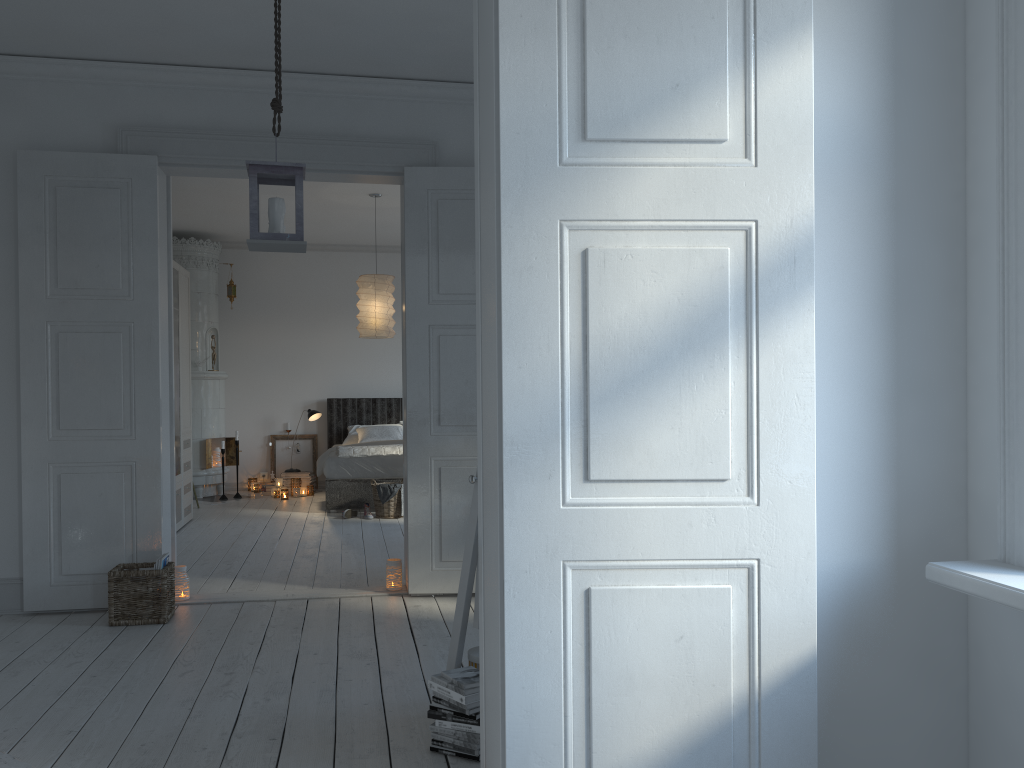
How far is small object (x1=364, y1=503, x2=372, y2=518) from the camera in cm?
779

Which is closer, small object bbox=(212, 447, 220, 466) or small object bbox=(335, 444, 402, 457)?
small object bbox=(335, 444, 402, 457)

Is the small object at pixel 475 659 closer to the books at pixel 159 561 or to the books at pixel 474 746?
the books at pixel 474 746

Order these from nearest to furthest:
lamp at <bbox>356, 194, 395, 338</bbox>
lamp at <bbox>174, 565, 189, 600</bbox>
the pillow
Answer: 1. lamp at <bbox>174, 565, 189, 600</bbox>
2. lamp at <bbox>356, 194, 395, 338</bbox>
3. the pillow

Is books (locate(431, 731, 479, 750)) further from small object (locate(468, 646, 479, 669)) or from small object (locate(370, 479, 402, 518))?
small object (locate(370, 479, 402, 518))

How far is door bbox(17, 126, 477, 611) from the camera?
4.5 meters

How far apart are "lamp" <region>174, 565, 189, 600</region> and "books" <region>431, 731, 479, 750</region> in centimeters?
247cm

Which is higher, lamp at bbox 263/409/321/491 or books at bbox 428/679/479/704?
lamp at bbox 263/409/321/491

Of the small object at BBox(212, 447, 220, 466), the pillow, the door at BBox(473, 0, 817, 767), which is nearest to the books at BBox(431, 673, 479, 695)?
the door at BBox(473, 0, 817, 767)

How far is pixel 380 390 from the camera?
10.4 meters
